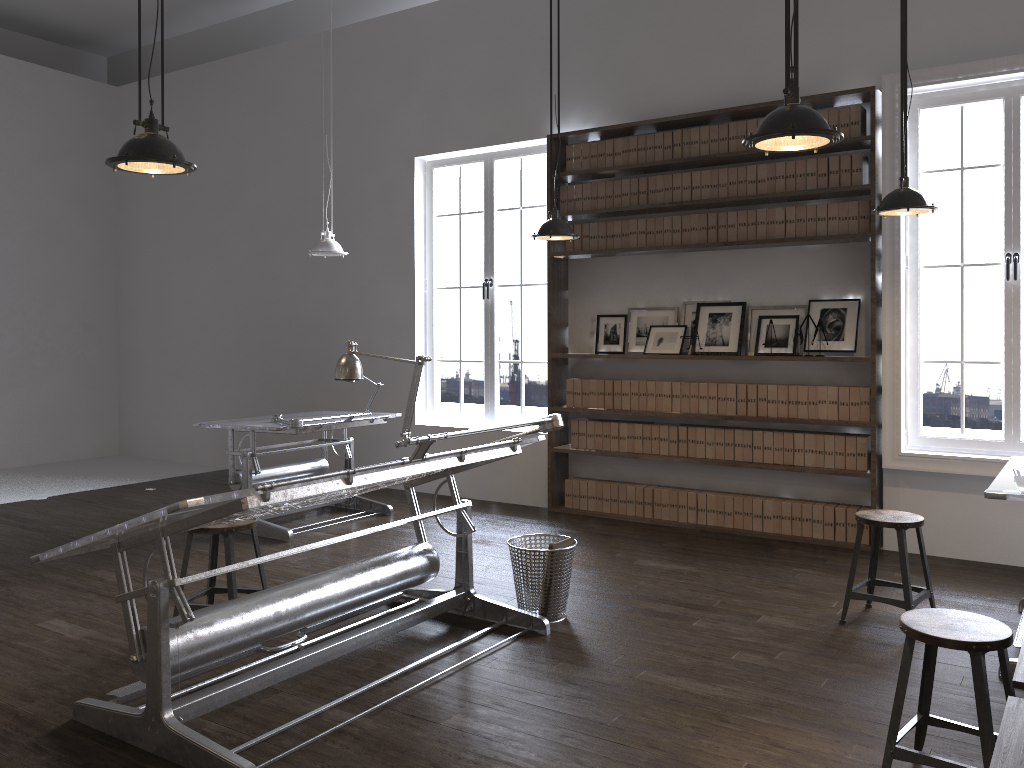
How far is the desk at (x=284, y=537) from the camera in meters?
6.1

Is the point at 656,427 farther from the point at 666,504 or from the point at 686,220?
the point at 686,220

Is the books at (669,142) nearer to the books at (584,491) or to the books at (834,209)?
the books at (834,209)

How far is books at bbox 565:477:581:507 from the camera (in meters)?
7.11

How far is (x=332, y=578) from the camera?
3.9 meters

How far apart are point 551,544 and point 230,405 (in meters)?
6.02

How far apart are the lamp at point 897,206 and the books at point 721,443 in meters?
2.2

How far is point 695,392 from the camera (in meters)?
6.47

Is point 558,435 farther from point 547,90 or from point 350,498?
point 547,90

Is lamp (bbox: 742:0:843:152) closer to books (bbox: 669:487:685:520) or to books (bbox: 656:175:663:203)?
books (bbox: 656:175:663:203)
